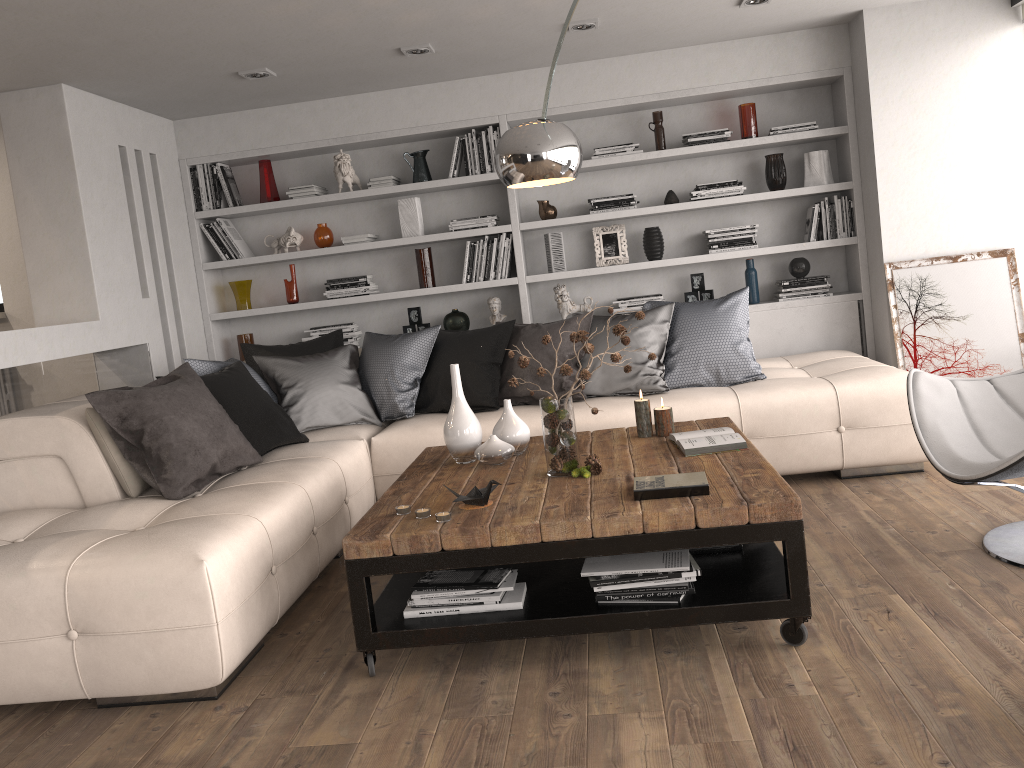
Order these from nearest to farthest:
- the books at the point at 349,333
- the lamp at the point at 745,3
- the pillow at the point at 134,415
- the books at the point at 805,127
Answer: the pillow at the point at 134,415
the lamp at the point at 745,3
the books at the point at 805,127
the books at the point at 349,333

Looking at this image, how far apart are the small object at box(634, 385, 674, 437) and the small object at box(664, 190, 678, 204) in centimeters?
235cm

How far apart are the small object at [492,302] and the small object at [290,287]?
1.3 meters

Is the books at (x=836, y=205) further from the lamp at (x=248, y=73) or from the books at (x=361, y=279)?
the lamp at (x=248, y=73)

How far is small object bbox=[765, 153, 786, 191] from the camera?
5.52m

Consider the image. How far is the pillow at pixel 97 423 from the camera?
3.6 meters

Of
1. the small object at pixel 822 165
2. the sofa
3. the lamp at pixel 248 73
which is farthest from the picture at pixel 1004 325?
the lamp at pixel 248 73

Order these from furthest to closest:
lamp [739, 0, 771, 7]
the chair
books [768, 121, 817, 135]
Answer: books [768, 121, 817, 135] → lamp [739, 0, 771, 7] → the chair

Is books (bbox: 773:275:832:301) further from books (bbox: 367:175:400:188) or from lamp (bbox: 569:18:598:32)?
books (bbox: 367:175:400:188)

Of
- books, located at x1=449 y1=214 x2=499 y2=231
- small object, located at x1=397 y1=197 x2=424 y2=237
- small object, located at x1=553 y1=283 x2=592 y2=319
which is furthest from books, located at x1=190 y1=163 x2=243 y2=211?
small object, located at x1=553 y1=283 x2=592 y2=319
